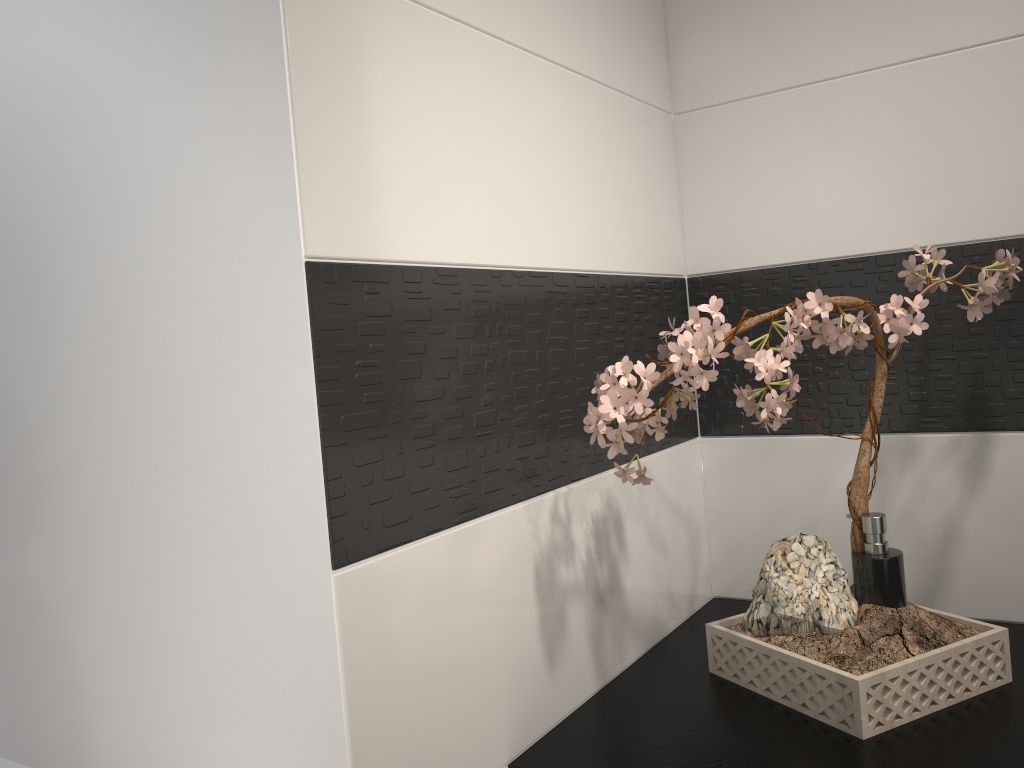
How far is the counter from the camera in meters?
1.0 m

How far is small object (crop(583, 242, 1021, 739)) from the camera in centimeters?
101cm

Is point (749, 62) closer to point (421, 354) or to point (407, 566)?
point (421, 354)

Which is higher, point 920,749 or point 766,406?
point 766,406

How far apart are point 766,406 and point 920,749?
0.4m

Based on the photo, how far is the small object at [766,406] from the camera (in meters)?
1.01

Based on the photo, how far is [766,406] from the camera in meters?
1.0

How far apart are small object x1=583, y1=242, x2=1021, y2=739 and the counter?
0.0m

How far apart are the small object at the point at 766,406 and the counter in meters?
0.0 m
